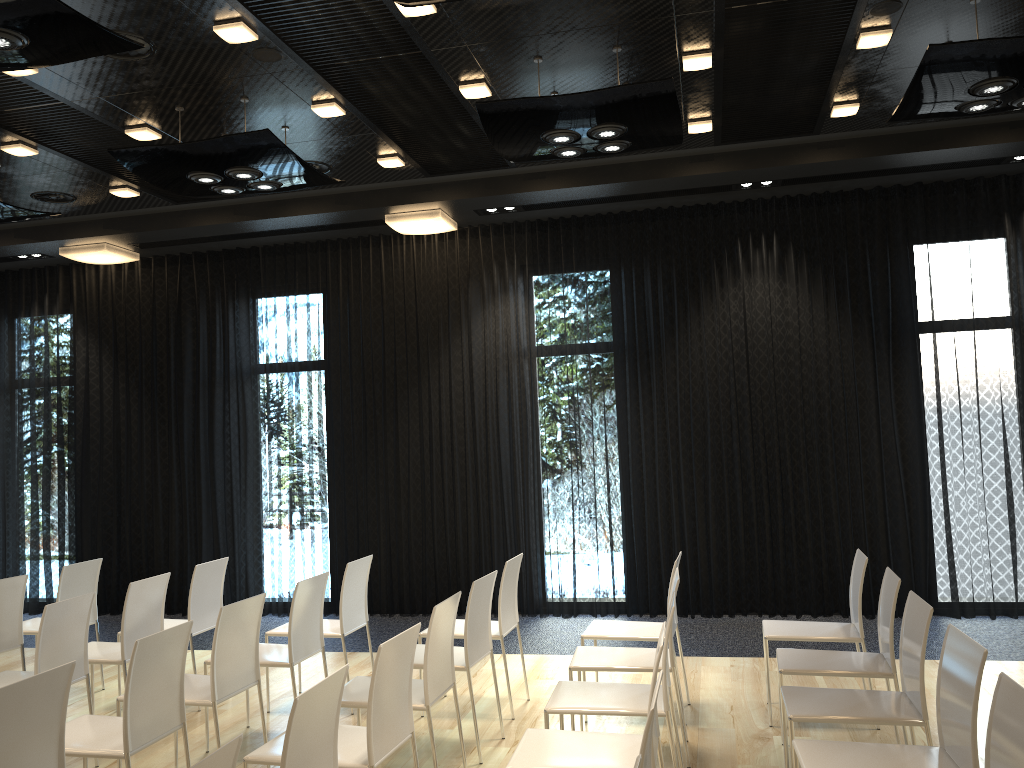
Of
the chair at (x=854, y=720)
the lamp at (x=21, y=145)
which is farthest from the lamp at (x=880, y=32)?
the lamp at (x=21, y=145)

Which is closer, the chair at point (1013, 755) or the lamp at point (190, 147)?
the chair at point (1013, 755)

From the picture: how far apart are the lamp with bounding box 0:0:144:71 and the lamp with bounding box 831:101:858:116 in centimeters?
425cm

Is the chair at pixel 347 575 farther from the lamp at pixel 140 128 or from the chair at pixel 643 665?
the lamp at pixel 140 128

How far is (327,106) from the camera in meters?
5.4 m

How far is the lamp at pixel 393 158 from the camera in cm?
650

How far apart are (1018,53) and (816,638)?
3.1 meters

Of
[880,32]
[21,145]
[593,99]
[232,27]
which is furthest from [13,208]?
[880,32]

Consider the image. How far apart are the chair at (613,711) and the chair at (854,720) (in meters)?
0.45

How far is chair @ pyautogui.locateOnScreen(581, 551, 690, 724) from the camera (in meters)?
4.82
